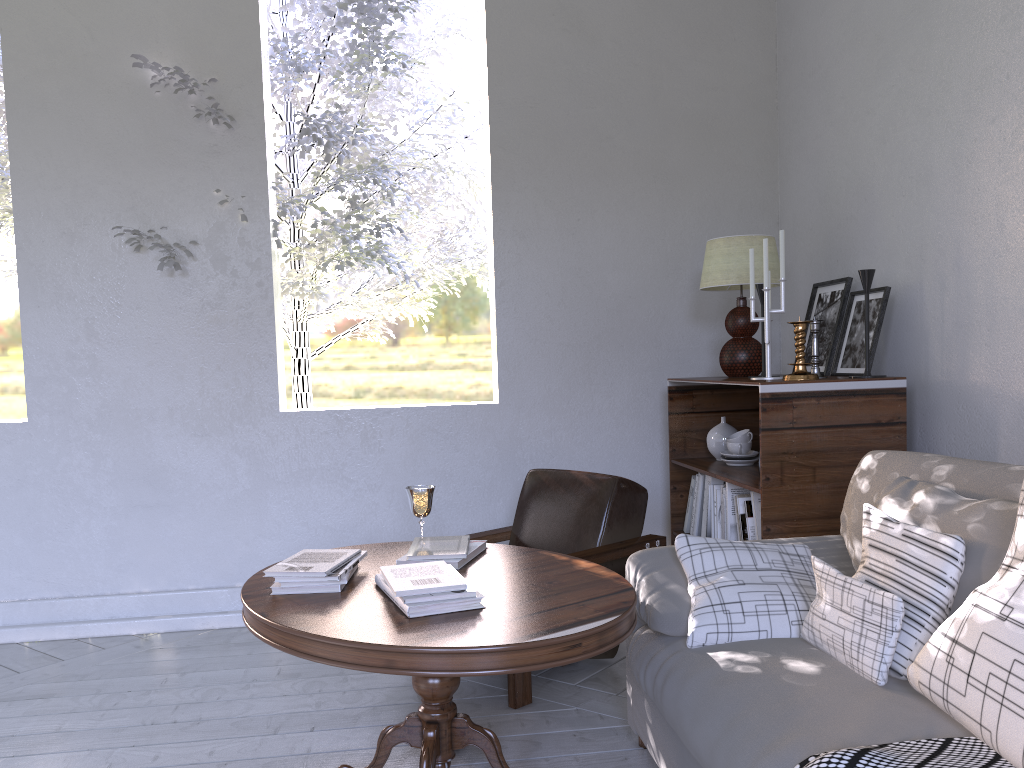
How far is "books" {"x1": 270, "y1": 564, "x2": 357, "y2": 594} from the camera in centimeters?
178cm

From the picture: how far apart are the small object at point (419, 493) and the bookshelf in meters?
0.8

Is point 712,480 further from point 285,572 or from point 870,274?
point 285,572

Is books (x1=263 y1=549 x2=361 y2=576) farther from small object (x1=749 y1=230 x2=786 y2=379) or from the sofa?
small object (x1=749 y1=230 x2=786 y2=379)

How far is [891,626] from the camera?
1.4 meters

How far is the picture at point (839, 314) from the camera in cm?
268

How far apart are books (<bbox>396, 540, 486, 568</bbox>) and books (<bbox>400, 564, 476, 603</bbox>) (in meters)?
0.30

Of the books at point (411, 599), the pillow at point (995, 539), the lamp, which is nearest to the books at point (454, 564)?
the books at point (411, 599)

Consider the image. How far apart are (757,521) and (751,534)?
0.0 meters

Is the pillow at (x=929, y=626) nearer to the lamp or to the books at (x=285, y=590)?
the books at (x=285, y=590)
